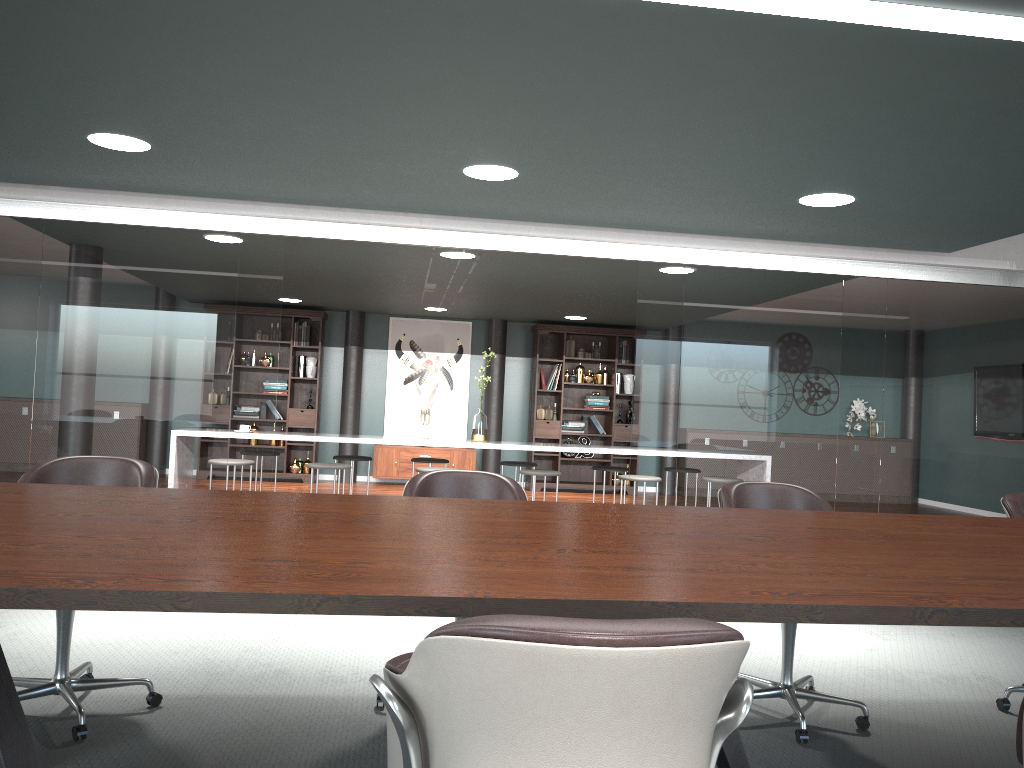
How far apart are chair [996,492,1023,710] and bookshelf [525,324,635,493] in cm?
732

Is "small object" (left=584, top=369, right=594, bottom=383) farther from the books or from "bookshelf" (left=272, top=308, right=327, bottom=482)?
"bookshelf" (left=272, top=308, right=327, bottom=482)

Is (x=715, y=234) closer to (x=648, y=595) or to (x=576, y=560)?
(x=576, y=560)

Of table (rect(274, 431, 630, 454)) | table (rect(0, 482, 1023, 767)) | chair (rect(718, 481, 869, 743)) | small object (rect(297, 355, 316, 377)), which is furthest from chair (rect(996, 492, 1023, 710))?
small object (rect(297, 355, 316, 377))

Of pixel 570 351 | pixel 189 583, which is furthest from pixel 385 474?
pixel 189 583

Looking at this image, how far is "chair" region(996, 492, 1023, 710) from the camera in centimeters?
313cm

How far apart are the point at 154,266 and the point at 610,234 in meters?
2.5

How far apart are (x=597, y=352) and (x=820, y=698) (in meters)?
8.00

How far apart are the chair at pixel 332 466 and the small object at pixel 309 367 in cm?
330

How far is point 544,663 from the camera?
1.0 meters
